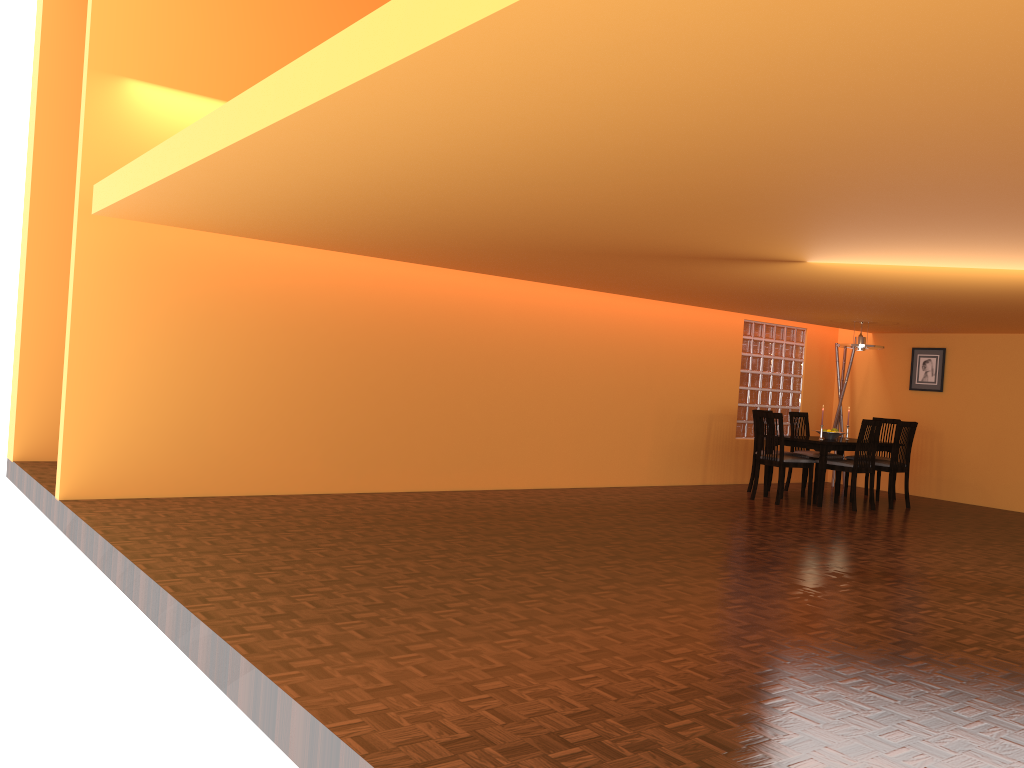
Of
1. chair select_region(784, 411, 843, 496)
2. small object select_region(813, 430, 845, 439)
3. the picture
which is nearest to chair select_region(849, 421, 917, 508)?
small object select_region(813, 430, 845, 439)

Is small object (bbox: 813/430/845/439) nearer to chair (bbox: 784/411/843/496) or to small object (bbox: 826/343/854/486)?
chair (bbox: 784/411/843/496)

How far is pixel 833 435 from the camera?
8.25m

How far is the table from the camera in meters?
7.8

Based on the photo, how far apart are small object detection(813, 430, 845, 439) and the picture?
1.7m

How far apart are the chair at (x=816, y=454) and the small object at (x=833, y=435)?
0.4 meters

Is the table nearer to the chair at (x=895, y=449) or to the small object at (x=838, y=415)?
the chair at (x=895, y=449)

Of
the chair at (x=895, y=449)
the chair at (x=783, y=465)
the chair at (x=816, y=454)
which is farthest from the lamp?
the chair at (x=783, y=465)

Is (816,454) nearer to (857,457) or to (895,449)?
(895,449)

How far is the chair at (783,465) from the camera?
Answer: 7.75m
